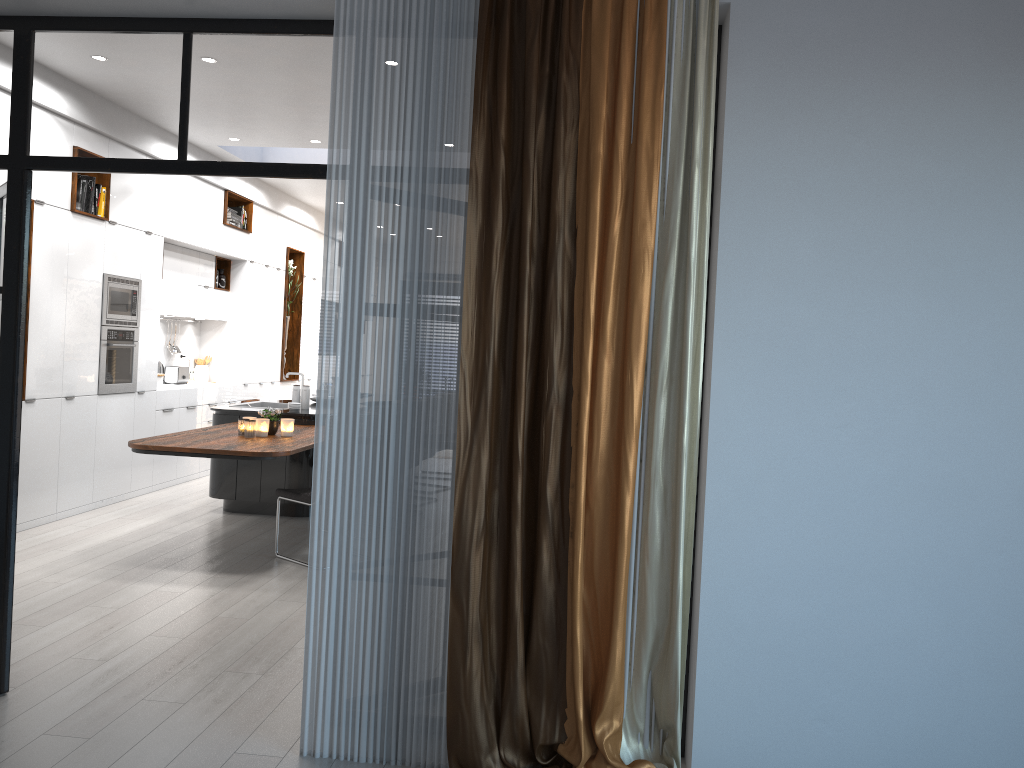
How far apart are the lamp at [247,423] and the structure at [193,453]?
0.1 meters

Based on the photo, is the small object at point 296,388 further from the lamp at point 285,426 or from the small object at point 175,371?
the small object at point 175,371

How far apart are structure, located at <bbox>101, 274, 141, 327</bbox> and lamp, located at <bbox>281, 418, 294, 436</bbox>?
1.94m

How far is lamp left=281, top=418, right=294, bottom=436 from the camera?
6.29m

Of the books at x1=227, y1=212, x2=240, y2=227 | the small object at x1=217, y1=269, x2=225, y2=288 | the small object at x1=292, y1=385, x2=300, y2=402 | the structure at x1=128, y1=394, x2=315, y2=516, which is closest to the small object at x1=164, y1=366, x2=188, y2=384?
the small object at x1=217, y1=269, x2=225, y2=288

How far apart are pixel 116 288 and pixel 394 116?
5.0m

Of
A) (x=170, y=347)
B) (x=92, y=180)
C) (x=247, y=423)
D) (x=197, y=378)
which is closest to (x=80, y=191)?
(x=92, y=180)

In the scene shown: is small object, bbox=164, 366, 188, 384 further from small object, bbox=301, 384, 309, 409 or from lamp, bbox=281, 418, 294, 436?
lamp, bbox=281, 418, 294, 436

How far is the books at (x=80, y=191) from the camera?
6.9 meters

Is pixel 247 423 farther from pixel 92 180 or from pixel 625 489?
pixel 625 489
